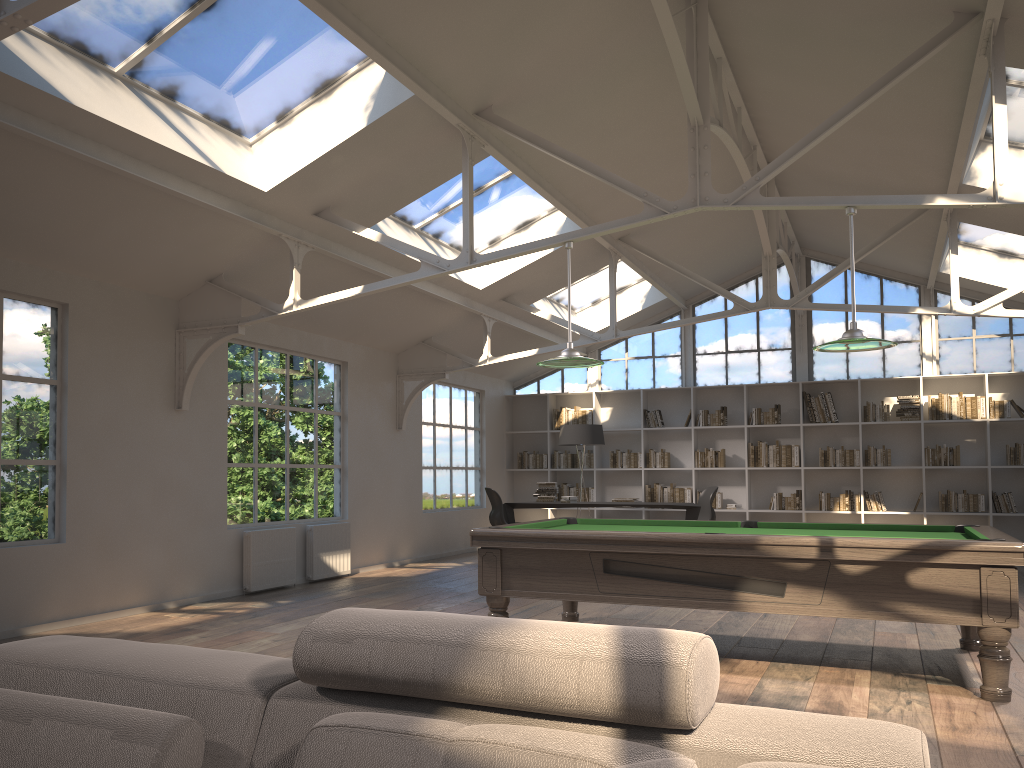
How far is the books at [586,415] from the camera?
13.3m

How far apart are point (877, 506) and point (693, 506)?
2.8m

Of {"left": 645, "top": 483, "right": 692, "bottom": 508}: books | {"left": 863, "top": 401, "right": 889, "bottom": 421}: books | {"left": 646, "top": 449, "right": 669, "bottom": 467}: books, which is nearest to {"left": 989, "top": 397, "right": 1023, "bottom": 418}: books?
{"left": 863, "top": 401, "right": 889, "bottom": 421}: books

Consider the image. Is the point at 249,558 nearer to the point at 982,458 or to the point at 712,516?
the point at 712,516

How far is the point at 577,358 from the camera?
5.77m

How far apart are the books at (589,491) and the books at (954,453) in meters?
4.6

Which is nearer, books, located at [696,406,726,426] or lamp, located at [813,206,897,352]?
lamp, located at [813,206,897,352]

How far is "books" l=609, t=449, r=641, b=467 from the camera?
12.94m

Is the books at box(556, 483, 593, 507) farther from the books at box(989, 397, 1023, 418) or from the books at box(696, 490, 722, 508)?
the books at box(989, 397, 1023, 418)

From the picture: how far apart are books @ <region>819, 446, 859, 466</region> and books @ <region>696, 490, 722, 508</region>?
1.45m
